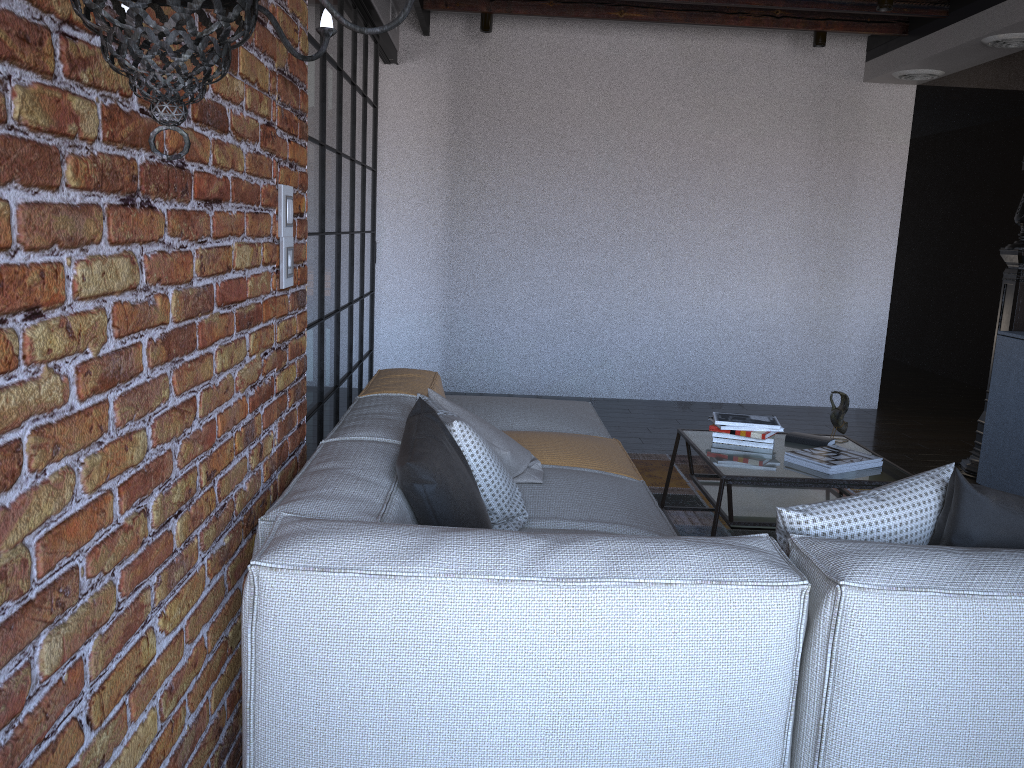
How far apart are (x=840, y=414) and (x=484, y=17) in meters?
3.6 m

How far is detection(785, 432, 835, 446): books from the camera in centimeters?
371cm

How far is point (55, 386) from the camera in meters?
1.1 m

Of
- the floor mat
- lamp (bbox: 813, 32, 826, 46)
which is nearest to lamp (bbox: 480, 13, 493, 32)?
lamp (bbox: 813, 32, 826, 46)

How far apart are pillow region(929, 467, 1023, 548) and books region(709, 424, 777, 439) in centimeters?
162cm

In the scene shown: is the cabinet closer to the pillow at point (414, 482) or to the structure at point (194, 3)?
the pillow at point (414, 482)

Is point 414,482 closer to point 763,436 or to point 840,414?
point 763,436

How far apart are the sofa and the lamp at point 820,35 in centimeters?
312cm

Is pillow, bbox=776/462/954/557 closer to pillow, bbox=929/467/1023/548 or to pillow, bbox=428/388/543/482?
pillow, bbox=929/467/1023/548

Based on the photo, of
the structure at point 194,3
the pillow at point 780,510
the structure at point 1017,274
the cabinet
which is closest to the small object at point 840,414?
the cabinet
